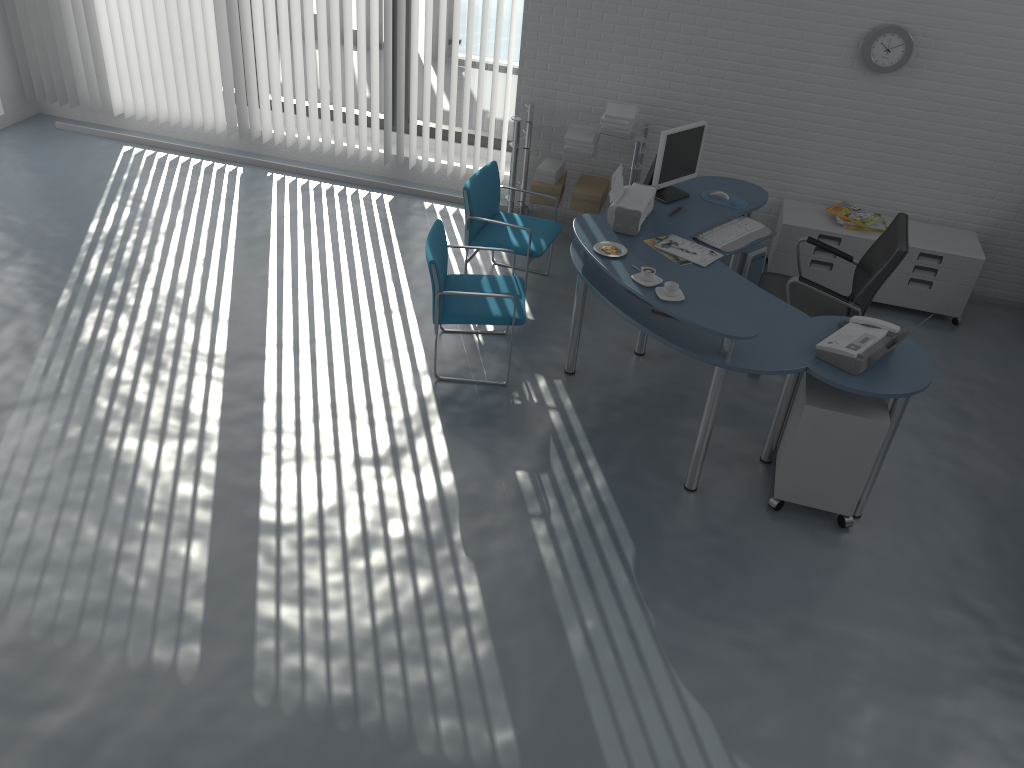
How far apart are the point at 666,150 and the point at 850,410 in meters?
1.9

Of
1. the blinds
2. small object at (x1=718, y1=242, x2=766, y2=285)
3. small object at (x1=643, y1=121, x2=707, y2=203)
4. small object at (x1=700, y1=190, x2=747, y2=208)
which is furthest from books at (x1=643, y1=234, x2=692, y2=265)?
the blinds

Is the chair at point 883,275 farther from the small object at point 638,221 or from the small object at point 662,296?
the small object at point 662,296

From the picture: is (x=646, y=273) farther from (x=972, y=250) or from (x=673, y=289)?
(x=972, y=250)

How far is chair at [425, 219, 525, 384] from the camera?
4.5 meters

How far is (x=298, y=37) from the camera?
6.4m

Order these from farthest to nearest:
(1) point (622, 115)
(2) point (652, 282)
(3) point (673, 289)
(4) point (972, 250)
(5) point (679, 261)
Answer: (1) point (622, 115)
(4) point (972, 250)
(5) point (679, 261)
(2) point (652, 282)
(3) point (673, 289)

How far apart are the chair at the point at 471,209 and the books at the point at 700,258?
0.9m

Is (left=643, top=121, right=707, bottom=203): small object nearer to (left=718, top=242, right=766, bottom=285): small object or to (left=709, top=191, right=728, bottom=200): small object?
(left=709, top=191, right=728, bottom=200): small object

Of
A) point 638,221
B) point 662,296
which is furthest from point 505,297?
point 662,296
